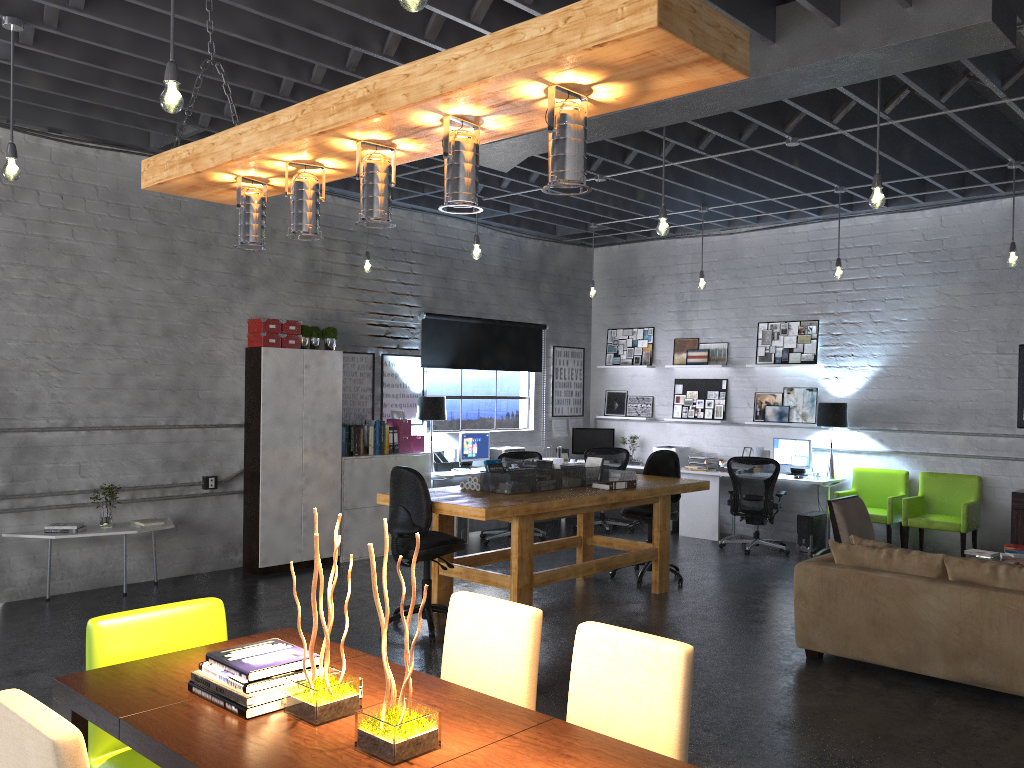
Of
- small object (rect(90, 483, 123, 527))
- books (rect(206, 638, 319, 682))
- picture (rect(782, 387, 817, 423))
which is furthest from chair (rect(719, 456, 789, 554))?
books (rect(206, 638, 319, 682))

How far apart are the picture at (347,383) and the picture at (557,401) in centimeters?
303cm

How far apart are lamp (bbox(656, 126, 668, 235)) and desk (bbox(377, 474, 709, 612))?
1.97m

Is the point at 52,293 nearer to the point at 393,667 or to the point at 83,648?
the point at 83,648

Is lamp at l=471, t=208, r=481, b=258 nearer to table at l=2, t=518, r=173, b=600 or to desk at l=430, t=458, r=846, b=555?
desk at l=430, t=458, r=846, b=555

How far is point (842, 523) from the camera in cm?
713

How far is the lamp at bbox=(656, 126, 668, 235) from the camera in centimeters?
621cm

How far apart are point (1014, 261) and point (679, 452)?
4.5m

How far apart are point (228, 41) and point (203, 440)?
3.8 meters

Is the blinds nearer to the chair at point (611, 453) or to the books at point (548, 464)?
the chair at point (611, 453)
